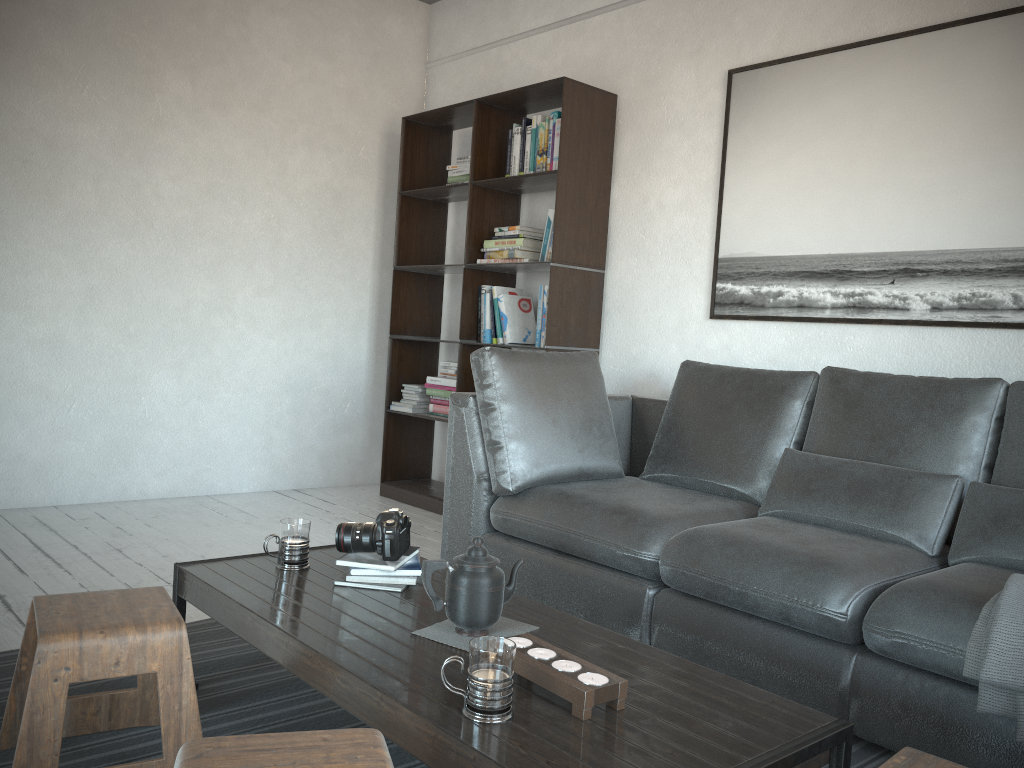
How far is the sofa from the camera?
2.0m

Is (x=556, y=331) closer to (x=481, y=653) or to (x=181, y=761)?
(x=481, y=653)

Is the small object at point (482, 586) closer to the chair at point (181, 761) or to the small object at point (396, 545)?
the small object at point (396, 545)

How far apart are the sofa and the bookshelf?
0.5 meters

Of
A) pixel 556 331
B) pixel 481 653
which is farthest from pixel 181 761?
pixel 556 331

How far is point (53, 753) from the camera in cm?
156

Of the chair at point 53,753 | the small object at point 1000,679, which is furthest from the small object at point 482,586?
the small object at point 1000,679

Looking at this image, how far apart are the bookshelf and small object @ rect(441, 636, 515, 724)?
2.6m

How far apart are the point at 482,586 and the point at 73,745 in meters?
1.0

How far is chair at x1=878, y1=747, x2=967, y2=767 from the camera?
1.3m
